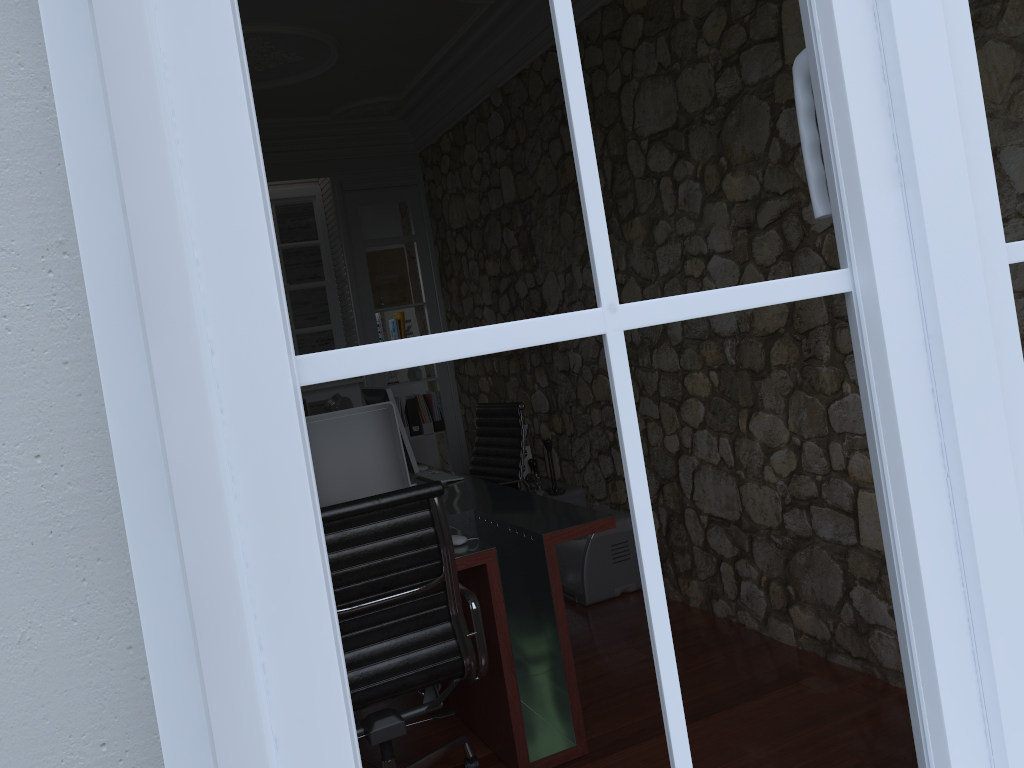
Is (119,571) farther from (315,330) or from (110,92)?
(315,330)

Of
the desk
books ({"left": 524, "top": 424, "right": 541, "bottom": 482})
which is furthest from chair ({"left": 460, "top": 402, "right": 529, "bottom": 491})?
books ({"left": 524, "top": 424, "right": 541, "bottom": 482})

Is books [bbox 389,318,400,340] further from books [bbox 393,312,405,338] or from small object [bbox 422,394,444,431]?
small object [bbox 422,394,444,431]

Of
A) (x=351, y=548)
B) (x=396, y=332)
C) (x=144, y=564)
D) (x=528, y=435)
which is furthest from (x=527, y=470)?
(x=144, y=564)

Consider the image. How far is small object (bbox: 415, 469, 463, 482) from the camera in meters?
4.2

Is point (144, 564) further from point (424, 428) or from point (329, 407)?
point (424, 428)

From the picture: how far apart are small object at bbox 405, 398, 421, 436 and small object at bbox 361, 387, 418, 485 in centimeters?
213cm

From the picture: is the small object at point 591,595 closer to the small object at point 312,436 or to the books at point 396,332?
the small object at point 312,436

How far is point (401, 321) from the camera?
6.5m

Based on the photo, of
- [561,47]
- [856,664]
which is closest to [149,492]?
[561,47]
